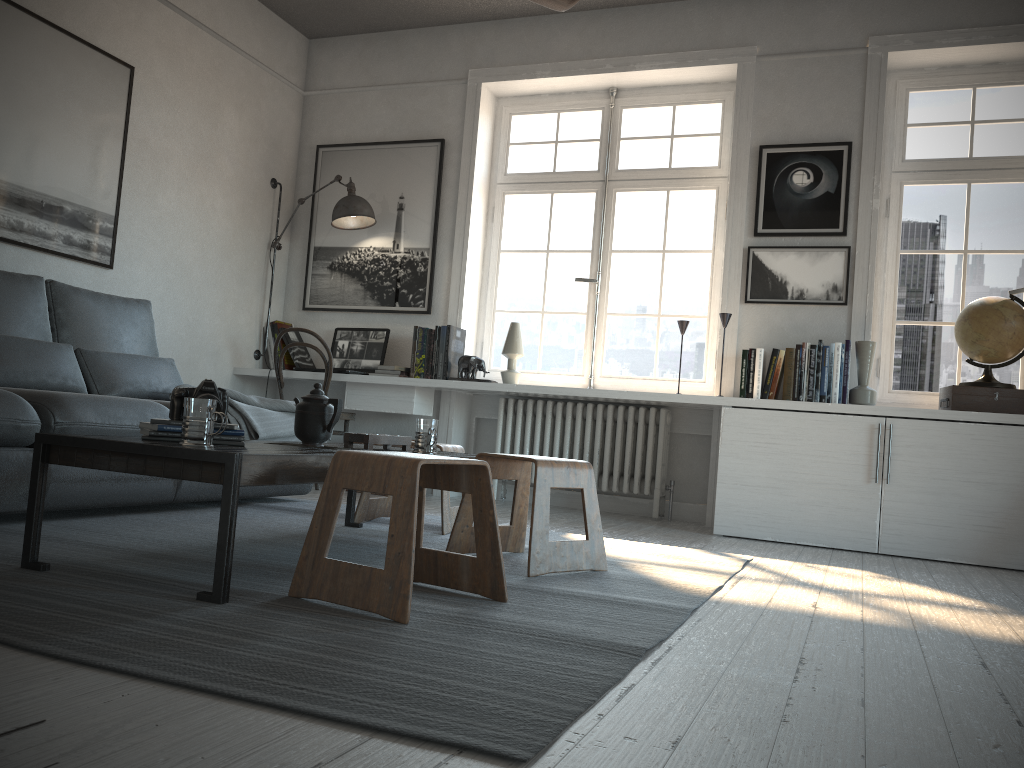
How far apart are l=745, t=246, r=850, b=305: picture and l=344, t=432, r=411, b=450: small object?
2.4m

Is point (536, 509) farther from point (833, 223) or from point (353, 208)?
point (353, 208)

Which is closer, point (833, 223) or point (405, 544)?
point (405, 544)

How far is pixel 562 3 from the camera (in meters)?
3.01

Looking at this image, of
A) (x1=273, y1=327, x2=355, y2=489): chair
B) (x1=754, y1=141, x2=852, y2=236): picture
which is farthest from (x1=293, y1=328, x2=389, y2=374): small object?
(x1=754, y1=141, x2=852, y2=236): picture

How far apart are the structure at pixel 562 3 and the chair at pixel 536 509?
1.6 meters

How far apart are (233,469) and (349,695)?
0.72m

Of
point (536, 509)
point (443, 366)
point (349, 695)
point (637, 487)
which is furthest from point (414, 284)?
point (349, 695)

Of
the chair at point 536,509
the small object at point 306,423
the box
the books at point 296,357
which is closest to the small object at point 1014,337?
the box

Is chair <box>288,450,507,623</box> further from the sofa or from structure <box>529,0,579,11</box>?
structure <box>529,0,579,11</box>
